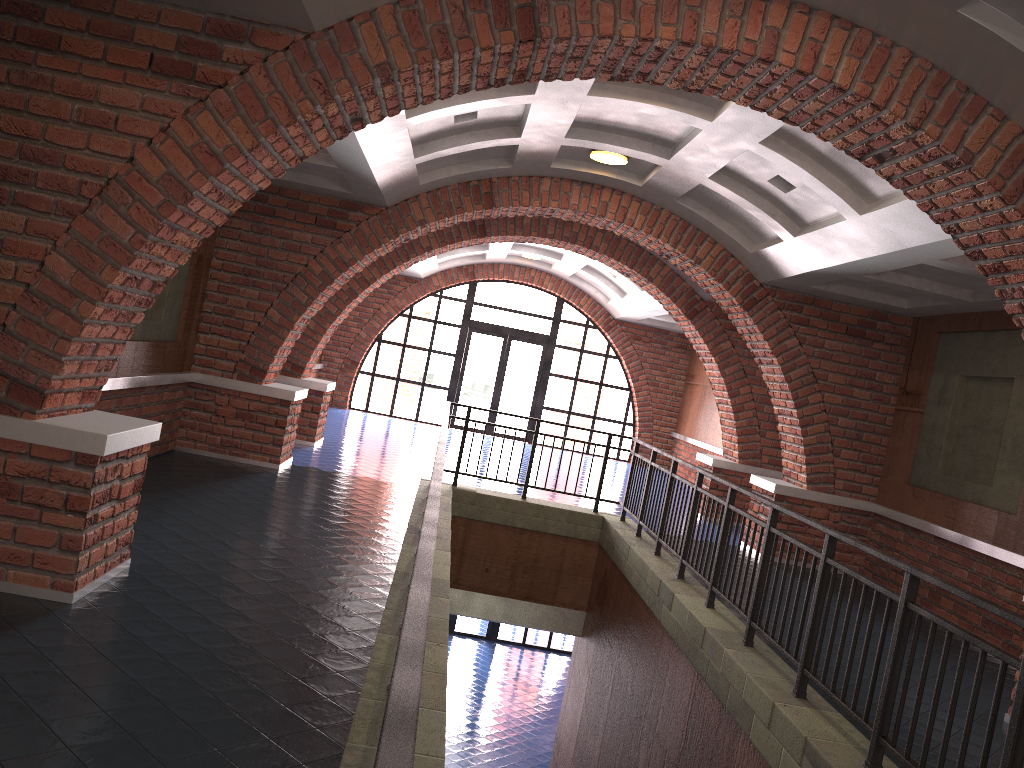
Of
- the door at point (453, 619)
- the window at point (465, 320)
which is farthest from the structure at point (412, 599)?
the door at point (453, 619)

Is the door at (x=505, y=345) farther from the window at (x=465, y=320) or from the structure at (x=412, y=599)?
the structure at (x=412, y=599)

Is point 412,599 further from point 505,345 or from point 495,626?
point 495,626

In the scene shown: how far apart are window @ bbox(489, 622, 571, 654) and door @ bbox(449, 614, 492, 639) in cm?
91

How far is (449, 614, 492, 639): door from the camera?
19.4m

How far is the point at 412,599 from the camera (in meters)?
1.90

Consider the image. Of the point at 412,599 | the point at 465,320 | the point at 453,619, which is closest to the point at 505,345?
the point at 465,320

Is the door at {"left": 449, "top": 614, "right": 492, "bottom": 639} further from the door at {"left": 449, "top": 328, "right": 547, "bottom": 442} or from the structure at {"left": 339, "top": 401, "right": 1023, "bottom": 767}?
the structure at {"left": 339, "top": 401, "right": 1023, "bottom": 767}

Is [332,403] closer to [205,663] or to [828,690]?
[205,663]

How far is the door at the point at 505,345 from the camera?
19.3m
